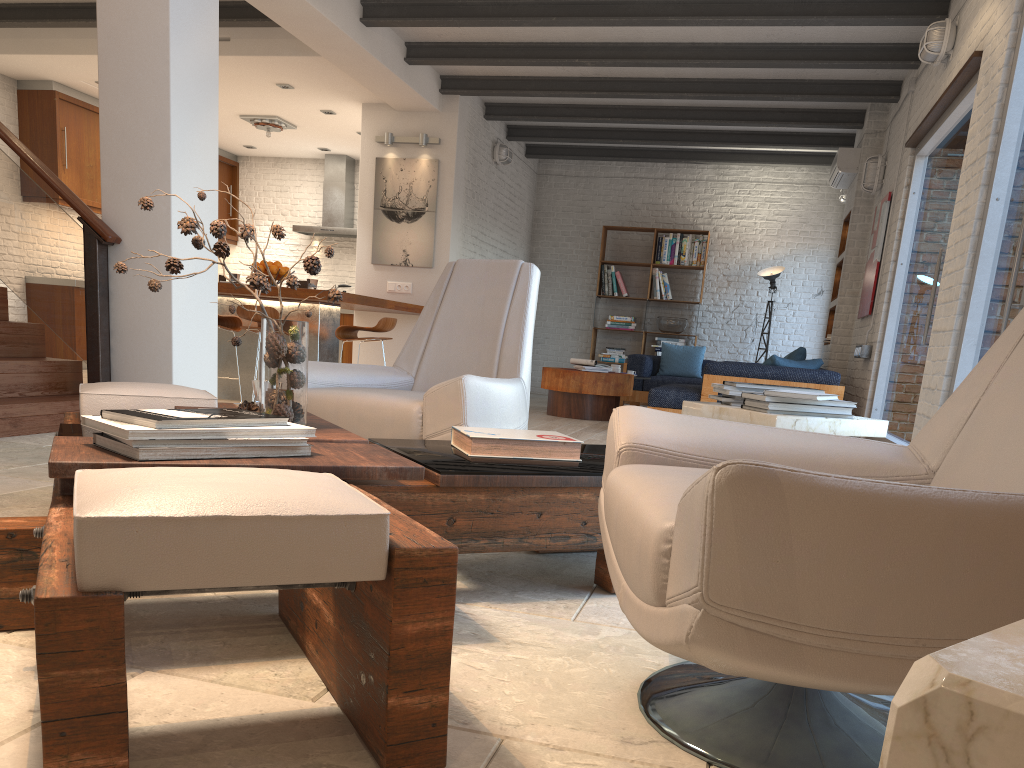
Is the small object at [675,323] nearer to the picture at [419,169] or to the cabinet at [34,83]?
the picture at [419,169]

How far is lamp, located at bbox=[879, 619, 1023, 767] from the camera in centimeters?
38cm

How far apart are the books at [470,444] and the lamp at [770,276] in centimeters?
892cm

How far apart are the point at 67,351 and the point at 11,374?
5.2m

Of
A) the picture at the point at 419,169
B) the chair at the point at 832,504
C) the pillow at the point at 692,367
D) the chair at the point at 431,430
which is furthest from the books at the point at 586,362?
the chair at the point at 832,504

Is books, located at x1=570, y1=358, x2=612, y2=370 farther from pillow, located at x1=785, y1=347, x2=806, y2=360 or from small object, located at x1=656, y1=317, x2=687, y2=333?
small object, located at x1=656, y1=317, x2=687, y2=333

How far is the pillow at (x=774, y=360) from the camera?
7.04m

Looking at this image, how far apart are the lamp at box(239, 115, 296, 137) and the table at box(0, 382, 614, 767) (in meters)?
7.79

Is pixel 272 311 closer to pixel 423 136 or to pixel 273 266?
pixel 273 266

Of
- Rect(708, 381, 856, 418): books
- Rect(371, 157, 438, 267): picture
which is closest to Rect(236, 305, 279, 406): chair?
Rect(371, 157, 438, 267): picture
